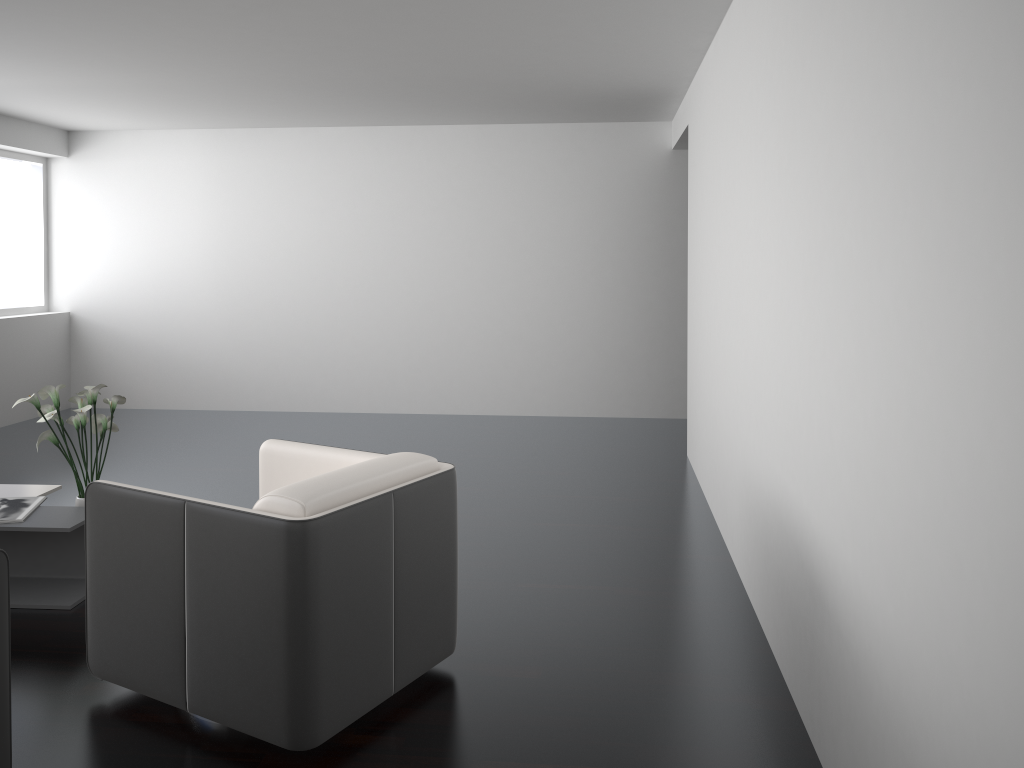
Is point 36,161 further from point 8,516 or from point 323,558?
point 323,558

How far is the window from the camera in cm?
768

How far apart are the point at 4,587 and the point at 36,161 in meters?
6.7 m

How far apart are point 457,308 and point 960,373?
6.29m

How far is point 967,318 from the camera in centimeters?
141cm

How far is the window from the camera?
7.7m

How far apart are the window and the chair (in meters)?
5.26

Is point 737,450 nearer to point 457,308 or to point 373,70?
point 373,70

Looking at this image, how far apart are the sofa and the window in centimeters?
611cm

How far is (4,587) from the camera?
2.2 meters
